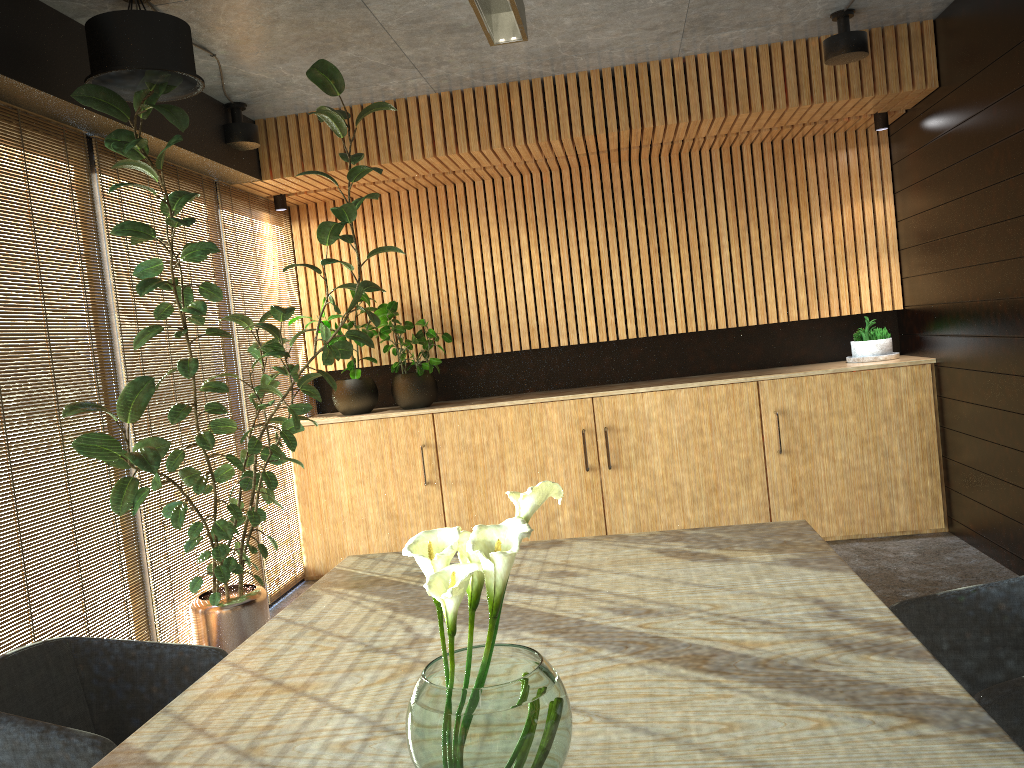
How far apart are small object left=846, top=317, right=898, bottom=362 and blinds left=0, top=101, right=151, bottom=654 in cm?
518

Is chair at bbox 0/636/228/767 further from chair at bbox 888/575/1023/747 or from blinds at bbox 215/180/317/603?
blinds at bbox 215/180/317/603

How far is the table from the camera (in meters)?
1.68

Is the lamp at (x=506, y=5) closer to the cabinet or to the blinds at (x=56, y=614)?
the blinds at (x=56, y=614)

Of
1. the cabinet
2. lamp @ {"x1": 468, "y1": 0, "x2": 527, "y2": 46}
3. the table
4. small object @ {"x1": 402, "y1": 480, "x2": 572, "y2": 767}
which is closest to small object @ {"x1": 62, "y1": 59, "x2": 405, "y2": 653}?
the cabinet

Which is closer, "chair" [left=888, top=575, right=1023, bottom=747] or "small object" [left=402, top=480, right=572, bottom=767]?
"small object" [left=402, top=480, right=572, bottom=767]

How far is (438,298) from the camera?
7.4m

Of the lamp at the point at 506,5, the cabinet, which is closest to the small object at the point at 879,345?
the cabinet

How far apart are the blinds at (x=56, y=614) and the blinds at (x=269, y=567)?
1.6 meters

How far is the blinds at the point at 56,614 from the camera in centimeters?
408cm
